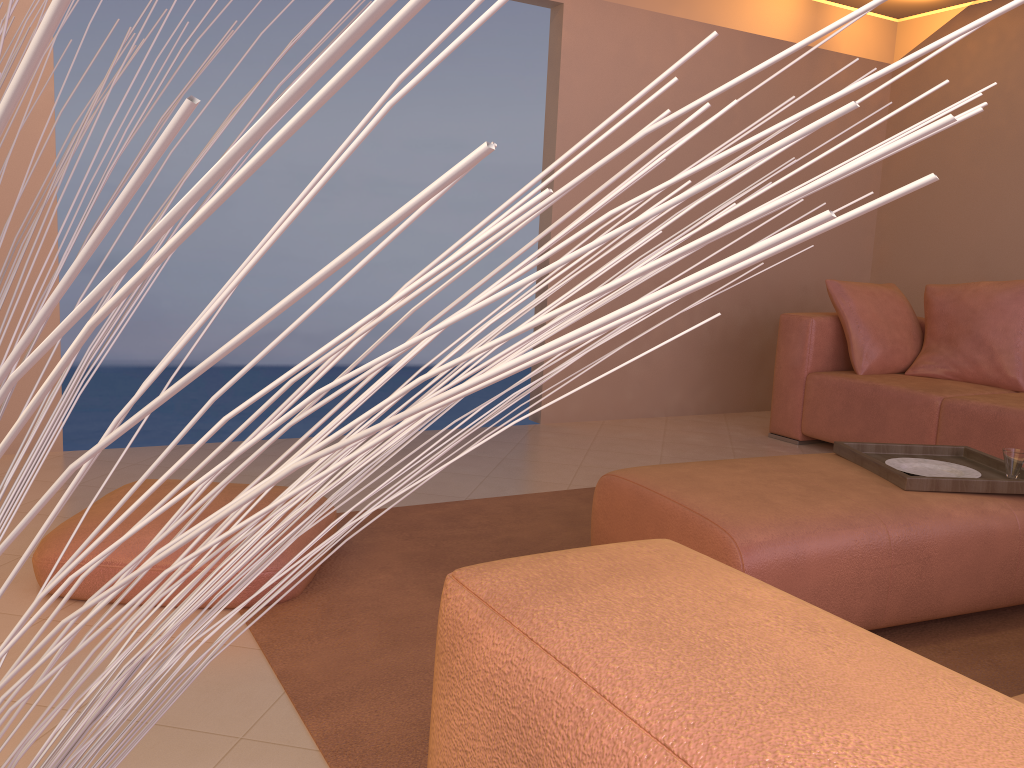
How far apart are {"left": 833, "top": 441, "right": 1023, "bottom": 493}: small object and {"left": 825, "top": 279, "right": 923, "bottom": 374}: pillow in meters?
1.7

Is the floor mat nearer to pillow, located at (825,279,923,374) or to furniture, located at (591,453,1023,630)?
furniture, located at (591,453,1023,630)

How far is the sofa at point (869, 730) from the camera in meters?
0.4

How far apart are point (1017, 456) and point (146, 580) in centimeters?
224cm

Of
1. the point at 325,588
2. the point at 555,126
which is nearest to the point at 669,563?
the point at 325,588

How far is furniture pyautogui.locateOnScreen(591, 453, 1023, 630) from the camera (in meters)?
1.96

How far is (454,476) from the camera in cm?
356

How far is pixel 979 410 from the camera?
3.66m

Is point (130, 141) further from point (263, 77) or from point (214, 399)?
point (214, 399)

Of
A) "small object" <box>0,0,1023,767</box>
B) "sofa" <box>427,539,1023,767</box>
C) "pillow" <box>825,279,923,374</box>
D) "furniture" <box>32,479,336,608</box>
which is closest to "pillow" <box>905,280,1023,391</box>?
"pillow" <box>825,279,923,374</box>
